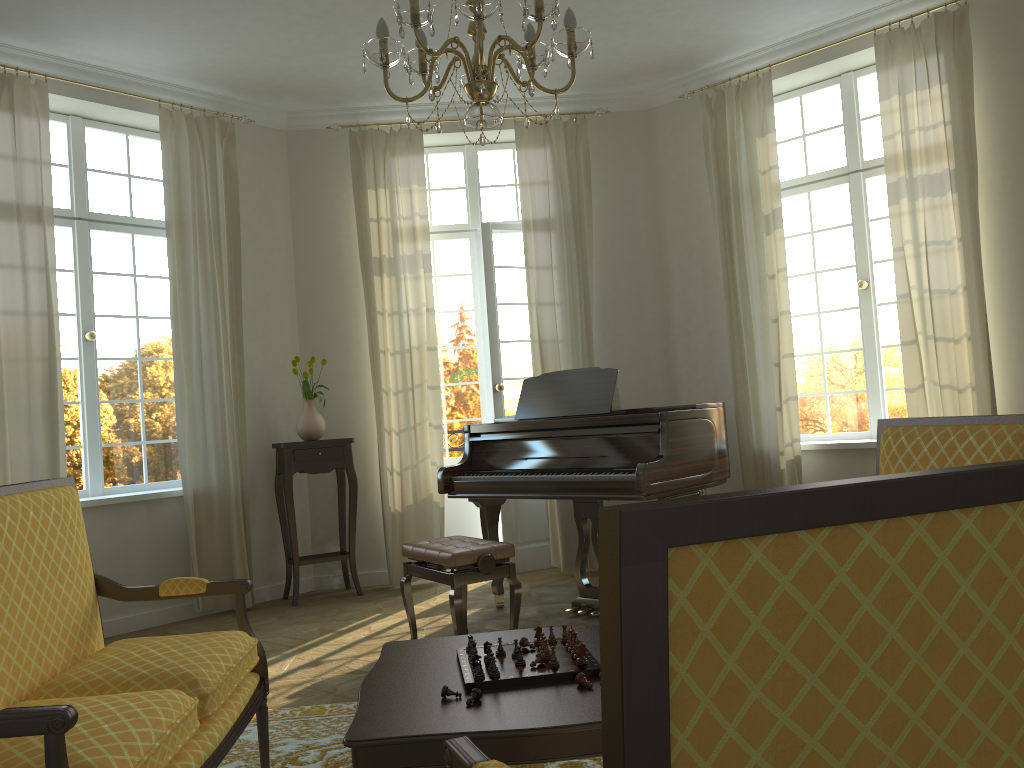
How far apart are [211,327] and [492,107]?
3.8m

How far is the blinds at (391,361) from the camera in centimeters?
653cm

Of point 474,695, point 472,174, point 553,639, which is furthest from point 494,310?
point 474,695

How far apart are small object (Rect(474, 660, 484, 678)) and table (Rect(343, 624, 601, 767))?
0.06m

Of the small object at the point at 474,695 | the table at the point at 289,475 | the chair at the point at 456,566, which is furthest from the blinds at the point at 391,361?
the small object at the point at 474,695

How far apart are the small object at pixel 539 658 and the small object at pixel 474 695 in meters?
0.3

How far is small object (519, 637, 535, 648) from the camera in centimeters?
255cm

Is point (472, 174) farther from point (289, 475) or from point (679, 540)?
point (679, 540)

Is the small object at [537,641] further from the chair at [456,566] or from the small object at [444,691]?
the chair at [456,566]

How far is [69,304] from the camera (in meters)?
5.82
